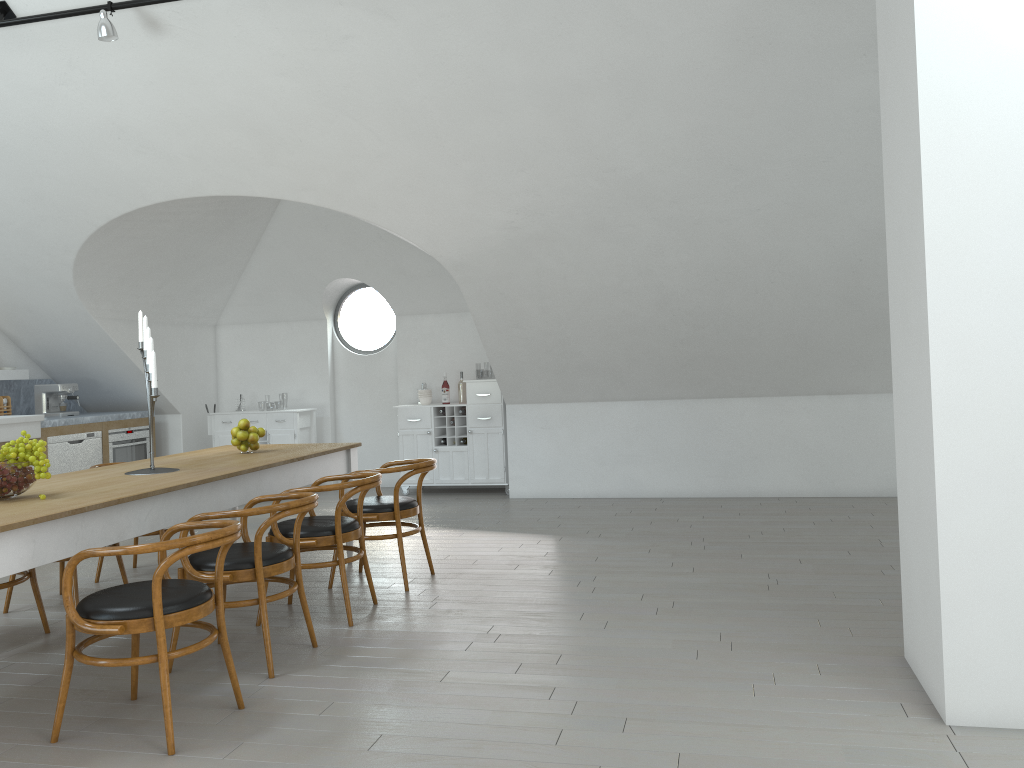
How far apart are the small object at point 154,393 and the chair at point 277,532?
0.64m

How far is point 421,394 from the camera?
9.15m

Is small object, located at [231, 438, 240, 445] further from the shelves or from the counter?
the shelves

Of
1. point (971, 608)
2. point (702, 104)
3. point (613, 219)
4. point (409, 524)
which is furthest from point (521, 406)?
point (971, 608)

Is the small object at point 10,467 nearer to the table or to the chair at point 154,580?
the table

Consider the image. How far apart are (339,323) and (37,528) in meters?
32.5 m

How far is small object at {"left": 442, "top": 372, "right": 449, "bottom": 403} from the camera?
9.16m

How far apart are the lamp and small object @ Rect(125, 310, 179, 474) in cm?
170

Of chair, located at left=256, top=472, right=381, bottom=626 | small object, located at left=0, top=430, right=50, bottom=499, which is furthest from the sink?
small object, located at left=0, top=430, right=50, bottom=499

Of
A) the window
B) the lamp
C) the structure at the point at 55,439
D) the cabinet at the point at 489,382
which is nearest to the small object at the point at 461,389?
the cabinet at the point at 489,382
